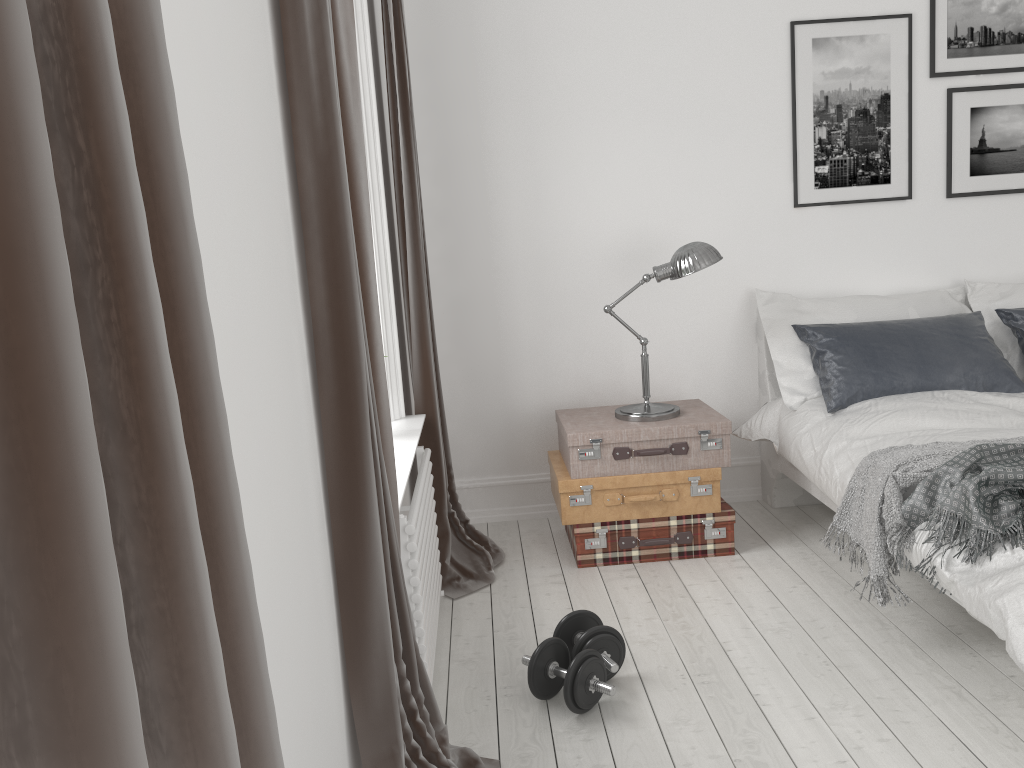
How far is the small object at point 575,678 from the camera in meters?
2.4

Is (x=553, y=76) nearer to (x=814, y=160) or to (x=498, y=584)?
(x=814, y=160)

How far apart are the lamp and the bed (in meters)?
0.45

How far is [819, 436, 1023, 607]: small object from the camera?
2.6m

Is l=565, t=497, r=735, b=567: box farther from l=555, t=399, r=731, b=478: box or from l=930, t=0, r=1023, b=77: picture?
l=930, t=0, r=1023, b=77: picture

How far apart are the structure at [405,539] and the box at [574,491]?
0.56m

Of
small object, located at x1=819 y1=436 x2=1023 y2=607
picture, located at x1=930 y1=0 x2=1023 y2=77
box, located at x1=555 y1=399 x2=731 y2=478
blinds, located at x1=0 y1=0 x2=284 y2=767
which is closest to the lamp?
box, located at x1=555 y1=399 x2=731 y2=478

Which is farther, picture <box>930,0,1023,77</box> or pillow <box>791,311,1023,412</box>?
picture <box>930,0,1023,77</box>

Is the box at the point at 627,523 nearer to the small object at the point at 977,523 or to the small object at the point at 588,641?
the small object at the point at 588,641

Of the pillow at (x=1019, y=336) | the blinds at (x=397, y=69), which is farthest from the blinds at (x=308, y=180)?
the pillow at (x=1019, y=336)
